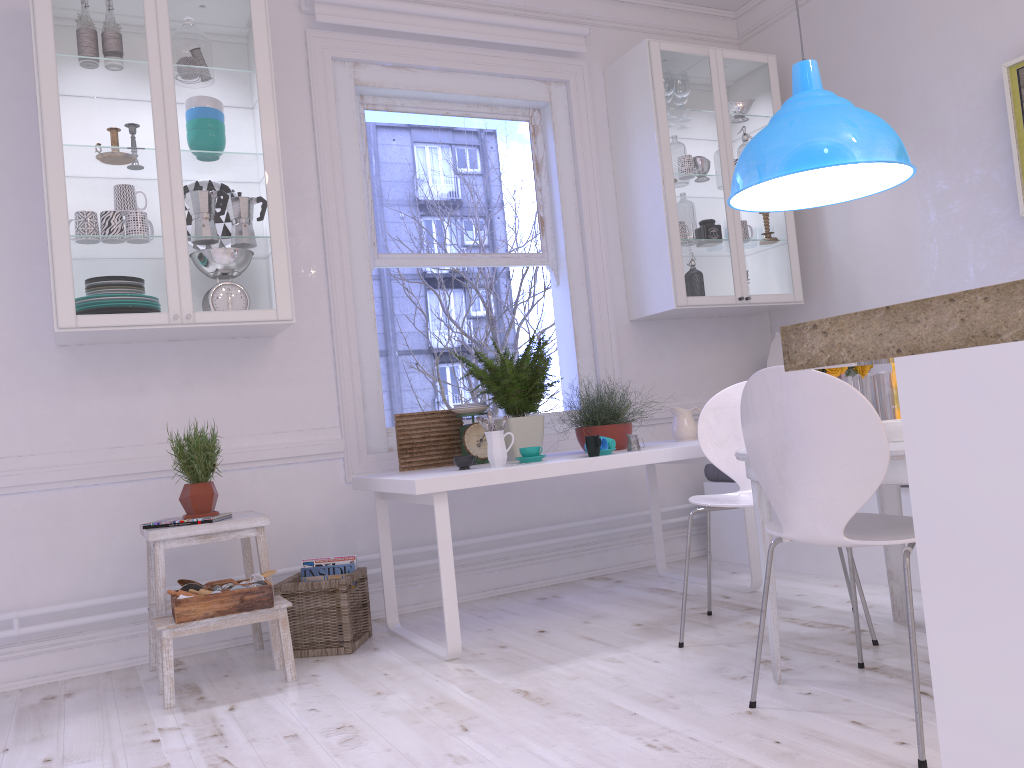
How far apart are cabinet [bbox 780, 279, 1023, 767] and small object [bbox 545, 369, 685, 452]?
2.6 meters

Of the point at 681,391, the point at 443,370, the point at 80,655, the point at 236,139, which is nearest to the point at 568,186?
the point at 681,391

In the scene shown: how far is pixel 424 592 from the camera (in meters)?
3.92

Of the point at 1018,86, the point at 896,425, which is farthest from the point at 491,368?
the point at 1018,86

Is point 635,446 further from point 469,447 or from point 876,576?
point 876,576

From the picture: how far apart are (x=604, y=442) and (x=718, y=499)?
0.5 meters

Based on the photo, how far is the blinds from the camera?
3.9m

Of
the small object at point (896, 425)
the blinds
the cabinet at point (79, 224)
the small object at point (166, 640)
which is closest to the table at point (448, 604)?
the small object at point (166, 640)

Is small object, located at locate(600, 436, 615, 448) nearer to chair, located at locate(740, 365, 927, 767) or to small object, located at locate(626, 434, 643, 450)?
small object, located at locate(626, 434, 643, 450)

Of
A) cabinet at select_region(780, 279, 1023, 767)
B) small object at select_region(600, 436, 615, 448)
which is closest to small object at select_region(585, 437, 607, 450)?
small object at select_region(600, 436, 615, 448)
